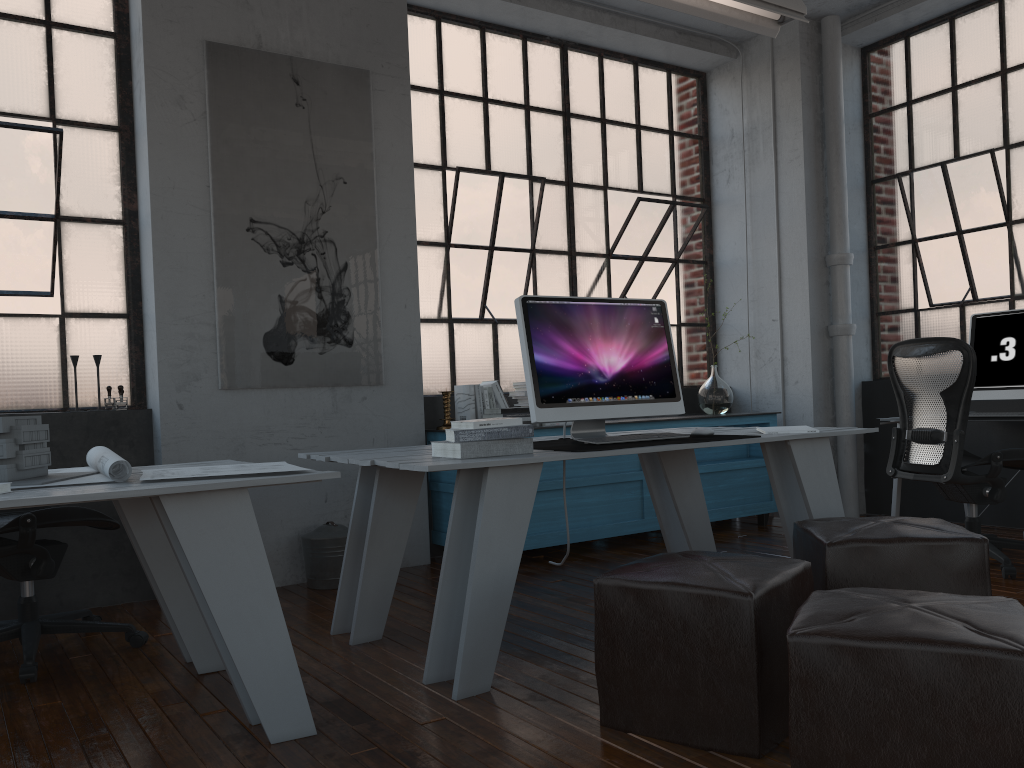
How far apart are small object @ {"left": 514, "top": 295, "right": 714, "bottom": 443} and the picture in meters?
1.5 m

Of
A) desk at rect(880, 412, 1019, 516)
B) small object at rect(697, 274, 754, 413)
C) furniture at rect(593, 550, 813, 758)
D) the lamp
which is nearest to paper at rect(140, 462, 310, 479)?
furniture at rect(593, 550, 813, 758)

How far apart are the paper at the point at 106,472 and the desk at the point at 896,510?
3.9m

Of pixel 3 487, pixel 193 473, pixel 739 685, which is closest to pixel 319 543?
pixel 193 473

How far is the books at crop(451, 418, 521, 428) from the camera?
2.8m

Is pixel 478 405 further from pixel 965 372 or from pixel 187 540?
pixel 187 540

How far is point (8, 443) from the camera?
2.4m

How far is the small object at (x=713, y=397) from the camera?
5.8 meters

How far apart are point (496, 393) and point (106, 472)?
2.78m

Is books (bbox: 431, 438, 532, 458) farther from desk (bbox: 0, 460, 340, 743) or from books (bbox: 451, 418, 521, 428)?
desk (bbox: 0, 460, 340, 743)
